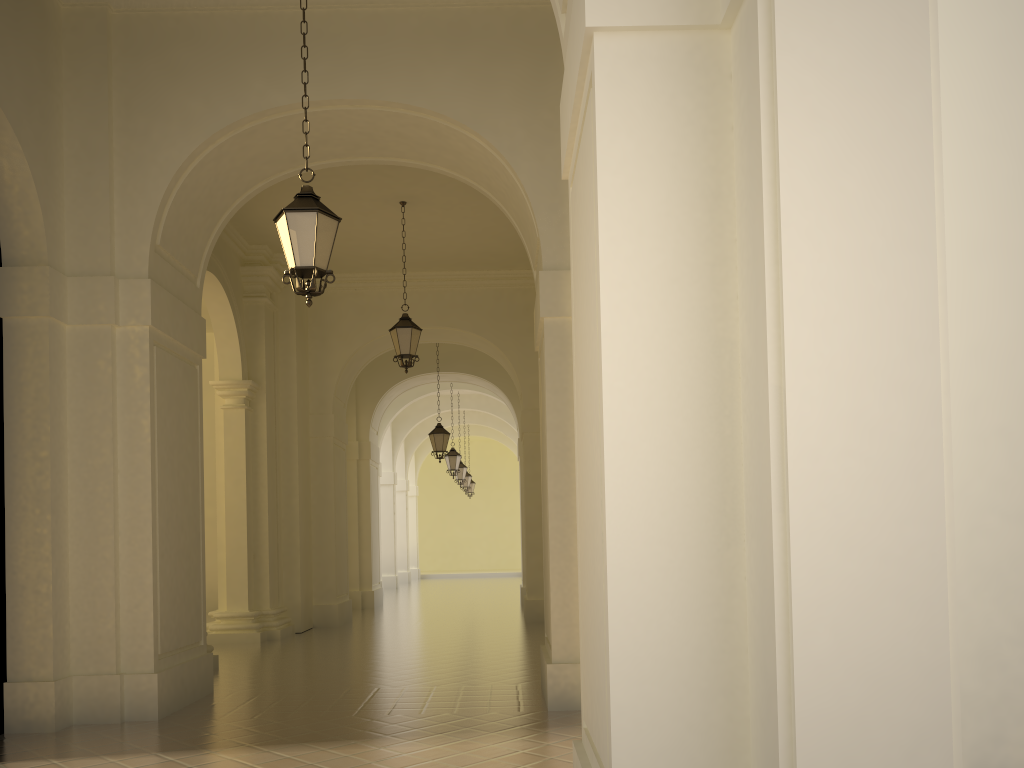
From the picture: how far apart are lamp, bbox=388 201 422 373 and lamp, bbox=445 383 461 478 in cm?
1132

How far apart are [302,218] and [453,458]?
18.0 meters

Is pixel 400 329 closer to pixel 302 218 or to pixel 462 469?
pixel 302 218

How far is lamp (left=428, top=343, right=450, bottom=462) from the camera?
19.3m

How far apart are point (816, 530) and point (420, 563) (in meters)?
40.41

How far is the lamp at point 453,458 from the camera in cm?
2424

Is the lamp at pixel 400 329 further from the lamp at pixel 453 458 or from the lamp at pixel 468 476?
the lamp at pixel 468 476

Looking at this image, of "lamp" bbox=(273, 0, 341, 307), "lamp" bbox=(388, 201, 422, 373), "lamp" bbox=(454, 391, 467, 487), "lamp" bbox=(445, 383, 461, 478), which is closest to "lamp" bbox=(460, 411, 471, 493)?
→ "lamp" bbox=(454, 391, 467, 487)

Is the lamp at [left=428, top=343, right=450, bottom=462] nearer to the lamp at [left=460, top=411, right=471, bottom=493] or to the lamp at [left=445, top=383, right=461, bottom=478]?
the lamp at [left=445, top=383, right=461, bottom=478]

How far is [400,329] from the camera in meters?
13.0
